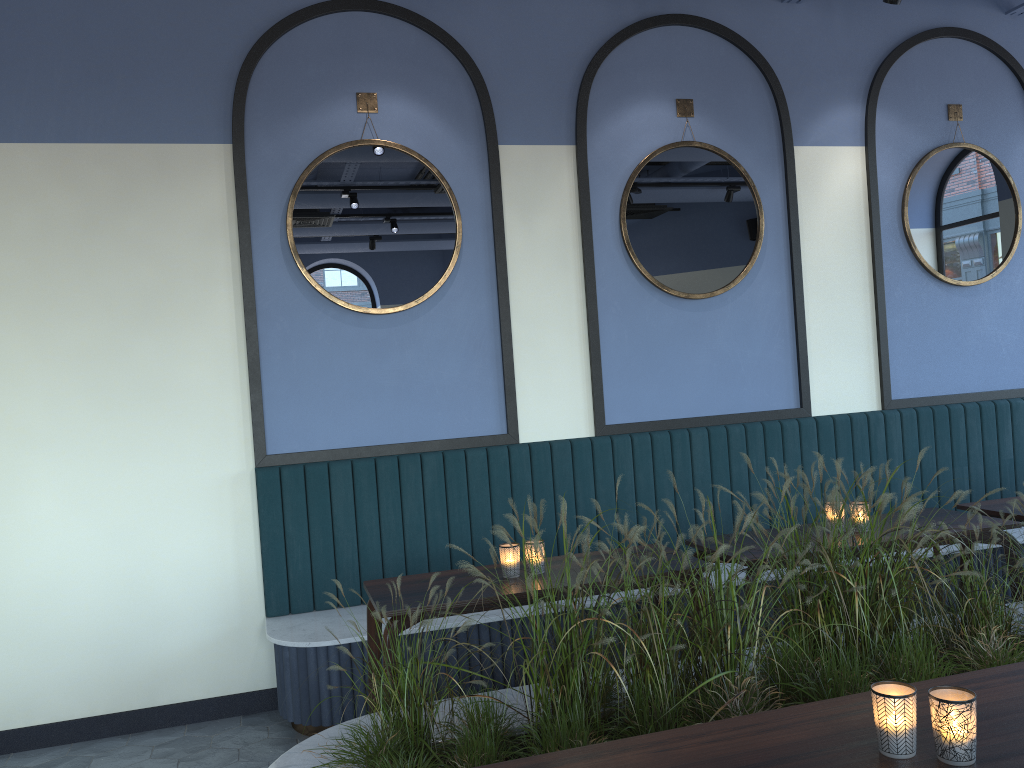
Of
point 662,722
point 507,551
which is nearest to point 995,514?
point 507,551

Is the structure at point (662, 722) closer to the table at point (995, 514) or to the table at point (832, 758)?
the table at point (832, 758)

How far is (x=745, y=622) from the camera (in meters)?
4.26

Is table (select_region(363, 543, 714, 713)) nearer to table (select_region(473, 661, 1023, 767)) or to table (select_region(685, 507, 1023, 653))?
table (select_region(685, 507, 1023, 653))

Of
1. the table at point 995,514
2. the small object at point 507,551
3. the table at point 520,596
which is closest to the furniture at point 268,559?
the table at point 520,596

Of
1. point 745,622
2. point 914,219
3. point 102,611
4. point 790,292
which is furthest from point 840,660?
point 914,219

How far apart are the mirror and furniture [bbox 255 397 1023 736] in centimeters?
72cm

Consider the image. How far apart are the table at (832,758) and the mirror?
2.90m

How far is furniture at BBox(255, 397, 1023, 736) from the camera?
4.1m

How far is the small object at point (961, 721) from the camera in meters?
1.6 m
